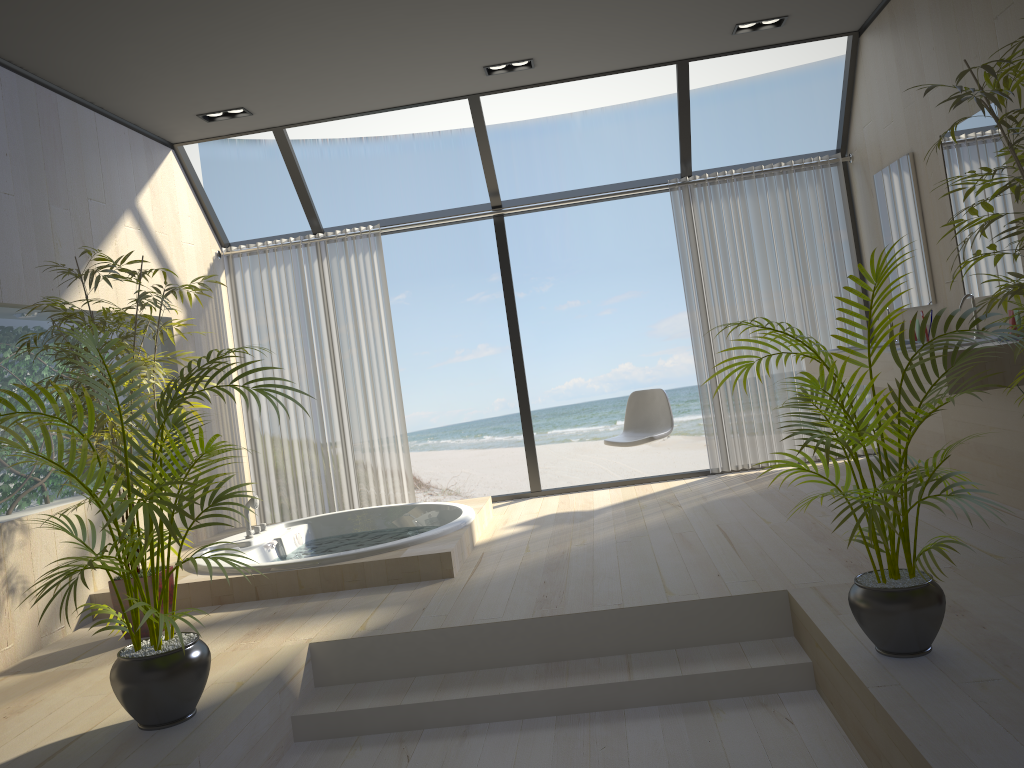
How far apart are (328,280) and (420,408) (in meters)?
10.07

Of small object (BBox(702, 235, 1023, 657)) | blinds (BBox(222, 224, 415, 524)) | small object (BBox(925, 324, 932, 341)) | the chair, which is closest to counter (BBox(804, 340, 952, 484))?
small object (BBox(925, 324, 932, 341))

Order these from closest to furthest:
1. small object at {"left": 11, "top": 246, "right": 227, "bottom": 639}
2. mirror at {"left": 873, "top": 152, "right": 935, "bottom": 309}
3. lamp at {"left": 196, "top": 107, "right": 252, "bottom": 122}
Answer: small object at {"left": 11, "top": 246, "right": 227, "bottom": 639} → mirror at {"left": 873, "top": 152, "right": 935, "bottom": 309} → lamp at {"left": 196, "top": 107, "right": 252, "bottom": 122}

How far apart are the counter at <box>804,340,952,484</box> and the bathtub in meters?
2.3

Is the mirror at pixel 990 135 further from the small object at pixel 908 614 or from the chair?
the chair

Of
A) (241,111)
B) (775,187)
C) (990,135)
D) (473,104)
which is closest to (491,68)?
(473,104)

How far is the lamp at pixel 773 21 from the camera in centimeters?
517cm

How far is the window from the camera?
5.77m

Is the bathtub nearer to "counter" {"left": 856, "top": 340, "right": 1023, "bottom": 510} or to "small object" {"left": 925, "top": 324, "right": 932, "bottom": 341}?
"counter" {"left": 856, "top": 340, "right": 1023, "bottom": 510}

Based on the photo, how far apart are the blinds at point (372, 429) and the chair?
1.5 meters
